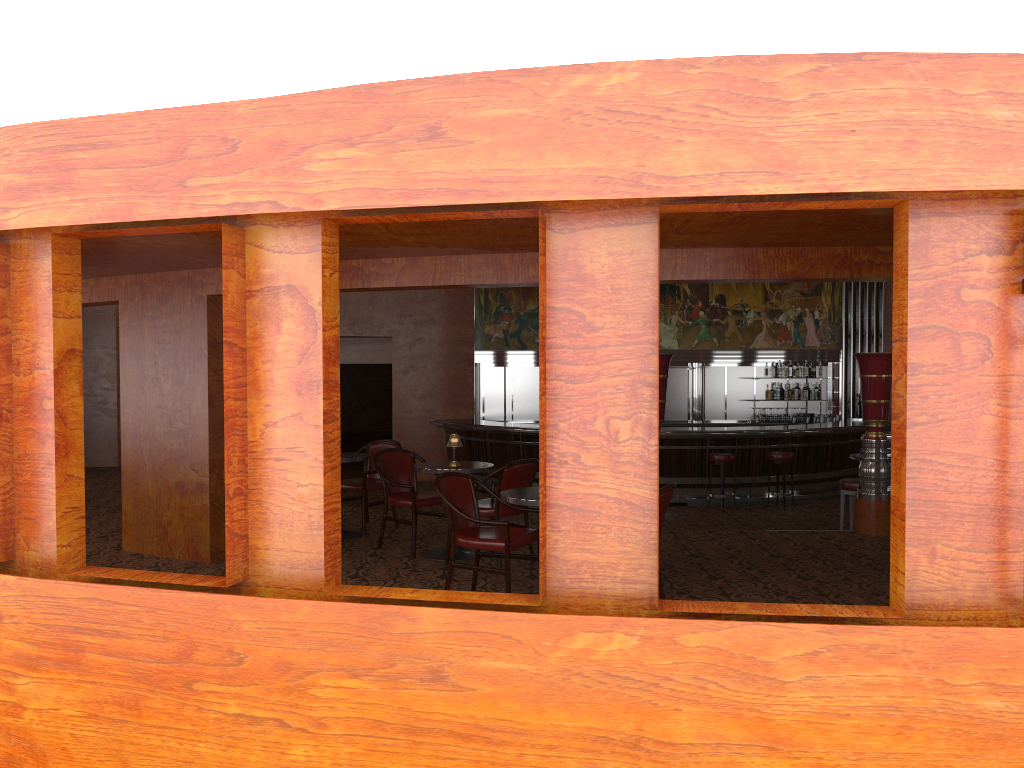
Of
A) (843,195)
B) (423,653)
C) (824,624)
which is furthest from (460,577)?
(843,195)

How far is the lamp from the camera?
7.00m

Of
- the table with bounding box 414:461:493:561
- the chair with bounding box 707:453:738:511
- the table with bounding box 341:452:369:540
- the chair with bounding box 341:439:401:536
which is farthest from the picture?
the table with bounding box 414:461:493:561

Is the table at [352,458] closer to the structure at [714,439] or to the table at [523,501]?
the table at [523,501]

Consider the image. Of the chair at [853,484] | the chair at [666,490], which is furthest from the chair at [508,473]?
the chair at [853,484]

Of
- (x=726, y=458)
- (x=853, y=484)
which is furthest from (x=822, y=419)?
(x=853, y=484)

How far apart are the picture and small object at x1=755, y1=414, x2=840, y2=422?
1.23m

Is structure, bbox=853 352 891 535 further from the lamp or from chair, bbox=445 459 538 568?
the lamp

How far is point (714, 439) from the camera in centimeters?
1227cm

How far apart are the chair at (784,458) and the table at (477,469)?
6.09m
